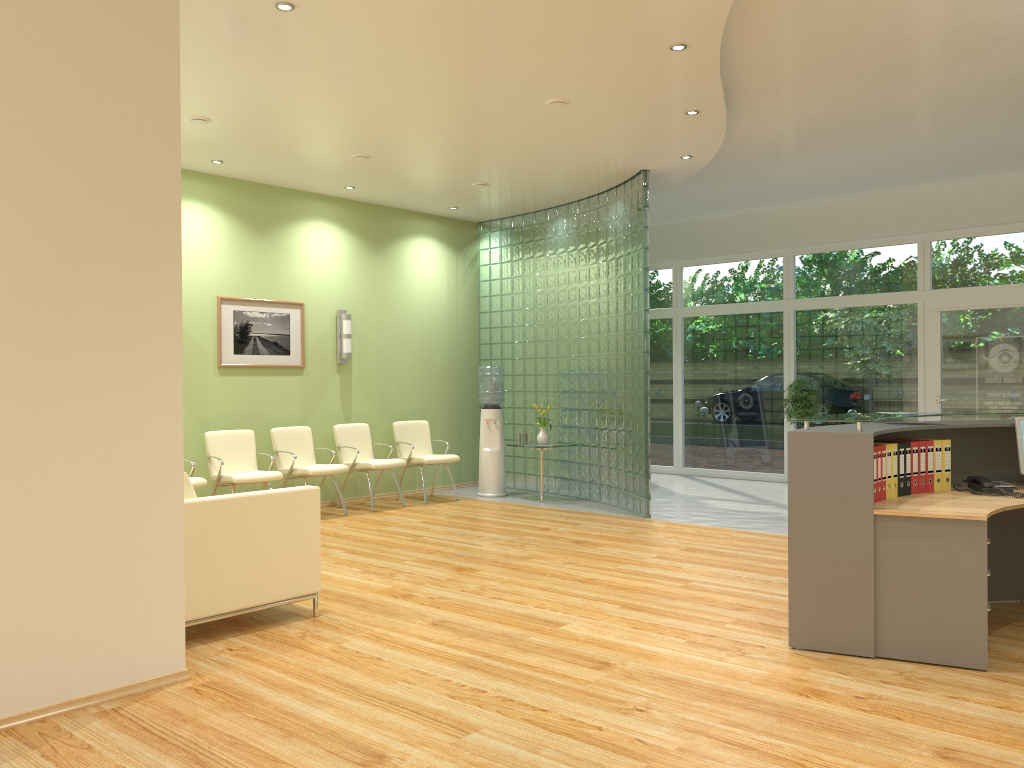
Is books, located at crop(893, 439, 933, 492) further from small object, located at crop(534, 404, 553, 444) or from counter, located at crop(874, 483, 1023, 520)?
small object, located at crop(534, 404, 553, 444)

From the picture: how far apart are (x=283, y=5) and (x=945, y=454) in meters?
4.3

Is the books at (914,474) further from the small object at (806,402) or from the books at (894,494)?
the small object at (806,402)

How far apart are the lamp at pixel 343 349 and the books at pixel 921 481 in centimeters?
627cm

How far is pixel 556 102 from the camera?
6.4m

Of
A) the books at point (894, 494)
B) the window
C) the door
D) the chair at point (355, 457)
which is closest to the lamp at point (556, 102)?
the books at point (894, 494)

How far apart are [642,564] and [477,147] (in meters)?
3.78

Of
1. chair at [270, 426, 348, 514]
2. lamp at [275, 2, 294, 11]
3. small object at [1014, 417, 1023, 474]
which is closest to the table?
chair at [270, 426, 348, 514]

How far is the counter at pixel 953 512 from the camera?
4.12m

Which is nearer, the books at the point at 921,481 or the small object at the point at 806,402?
the books at the point at 921,481
